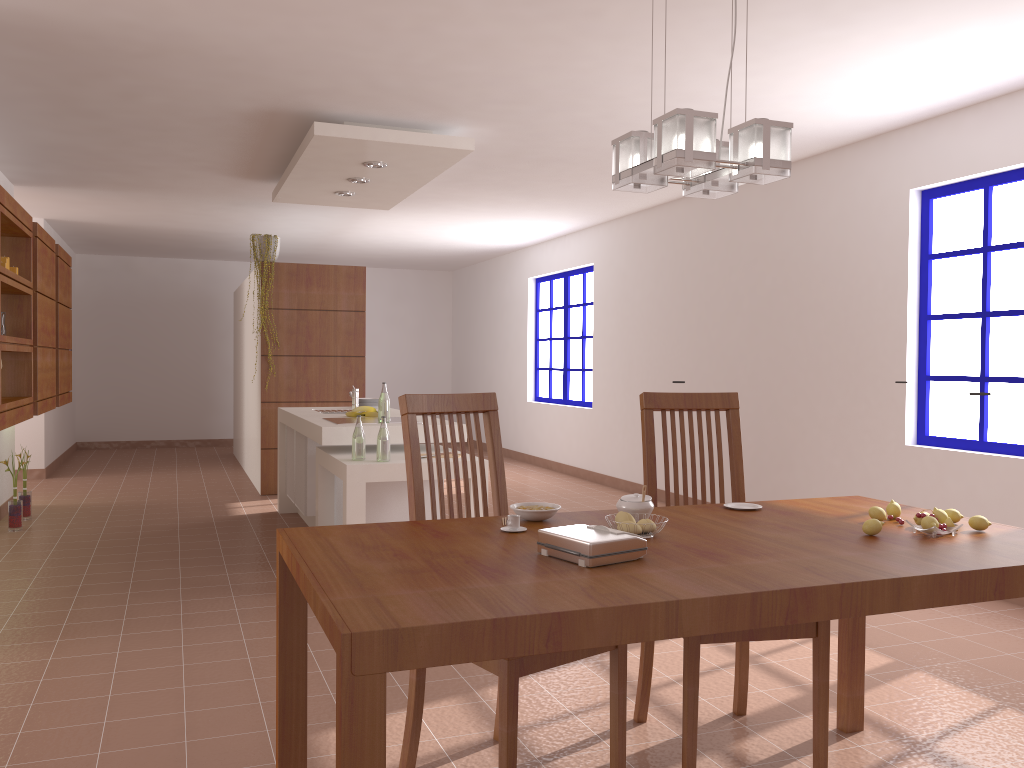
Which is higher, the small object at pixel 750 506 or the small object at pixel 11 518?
the small object at pixel 750 506

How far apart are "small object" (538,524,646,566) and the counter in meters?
3.1

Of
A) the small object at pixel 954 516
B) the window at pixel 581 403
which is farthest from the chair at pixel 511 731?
the window at pixel 581 403

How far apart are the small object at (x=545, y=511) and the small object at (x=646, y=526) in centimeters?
26cm

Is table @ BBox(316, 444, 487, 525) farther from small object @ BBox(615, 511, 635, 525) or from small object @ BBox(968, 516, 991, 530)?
small object @ BBox(968, 516, 991, 530)

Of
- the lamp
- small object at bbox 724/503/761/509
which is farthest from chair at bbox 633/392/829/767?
the lamp

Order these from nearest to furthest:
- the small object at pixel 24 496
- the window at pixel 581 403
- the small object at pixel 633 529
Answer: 1. the small object at pixel 633 529
2. the small object at pixel 24 496
3. the window at pixel 581 403

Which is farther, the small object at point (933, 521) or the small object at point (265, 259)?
the small object at point (265, 259)

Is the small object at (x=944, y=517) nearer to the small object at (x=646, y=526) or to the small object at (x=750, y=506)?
the small object at (x=750, y=506)

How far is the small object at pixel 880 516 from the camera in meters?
2.3 m
